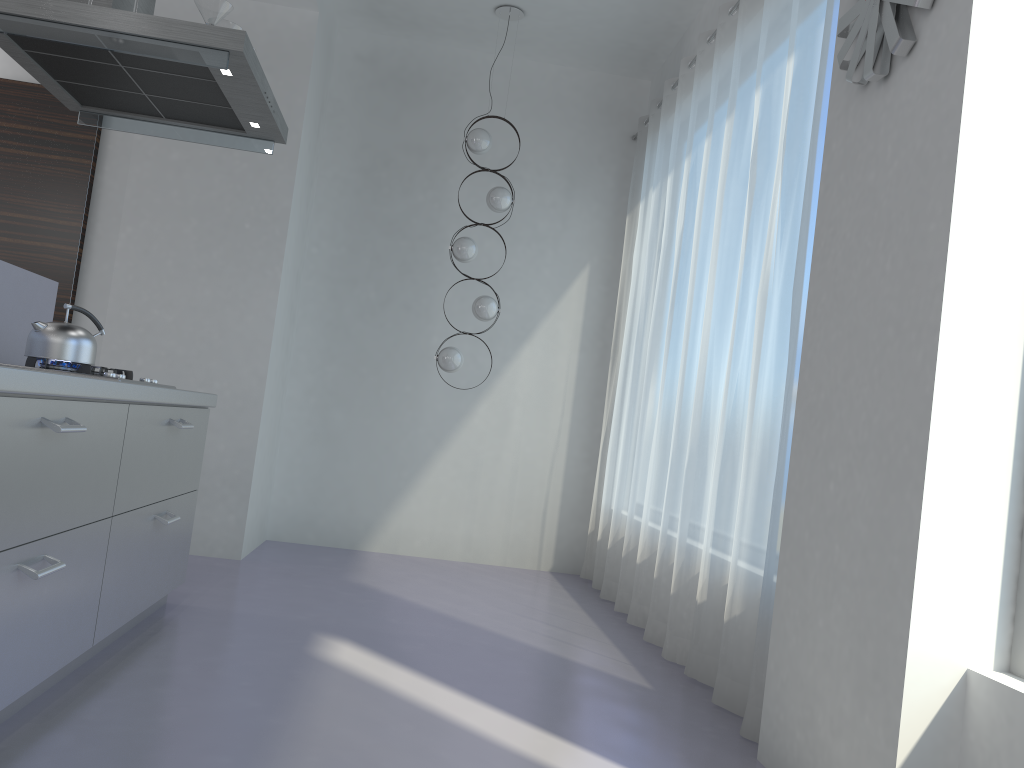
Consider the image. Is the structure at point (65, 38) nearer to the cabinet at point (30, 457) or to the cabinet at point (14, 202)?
the cabinet at point (30, 457)

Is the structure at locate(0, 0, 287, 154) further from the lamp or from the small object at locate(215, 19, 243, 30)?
the lamp

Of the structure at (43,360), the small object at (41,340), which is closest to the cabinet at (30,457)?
the structure at (43,360)

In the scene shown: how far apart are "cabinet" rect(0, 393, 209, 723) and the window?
2.3m

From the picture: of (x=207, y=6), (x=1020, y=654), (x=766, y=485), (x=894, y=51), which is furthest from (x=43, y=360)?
(x=1020, y=654)

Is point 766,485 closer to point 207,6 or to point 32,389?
point 32,389

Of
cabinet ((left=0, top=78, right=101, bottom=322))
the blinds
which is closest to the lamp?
the blinds

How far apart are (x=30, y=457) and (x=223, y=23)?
1.9 meters

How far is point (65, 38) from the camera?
2.9 meters

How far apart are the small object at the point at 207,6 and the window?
3.0m
